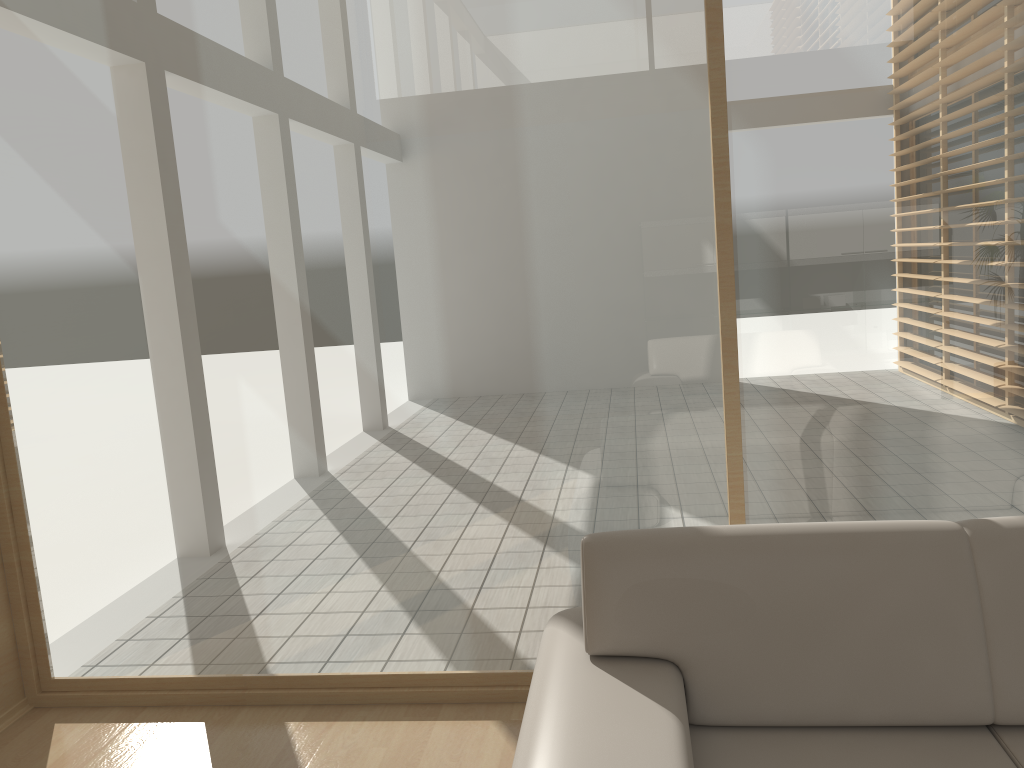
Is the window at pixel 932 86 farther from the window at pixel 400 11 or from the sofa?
the sofa

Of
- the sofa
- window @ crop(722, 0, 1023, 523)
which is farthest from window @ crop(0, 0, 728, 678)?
the sofa

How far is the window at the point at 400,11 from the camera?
2.8 meters

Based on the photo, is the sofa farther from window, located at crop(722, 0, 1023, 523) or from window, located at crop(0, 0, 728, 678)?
window, located at crop(722, 0, 1023, 523)

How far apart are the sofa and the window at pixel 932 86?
0.76m

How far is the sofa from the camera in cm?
187

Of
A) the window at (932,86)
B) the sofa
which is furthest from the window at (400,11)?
the sofa

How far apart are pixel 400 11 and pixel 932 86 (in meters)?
1.64

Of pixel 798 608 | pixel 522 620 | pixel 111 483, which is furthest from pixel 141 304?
pixel 798 608

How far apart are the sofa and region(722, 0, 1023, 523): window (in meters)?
0.76
